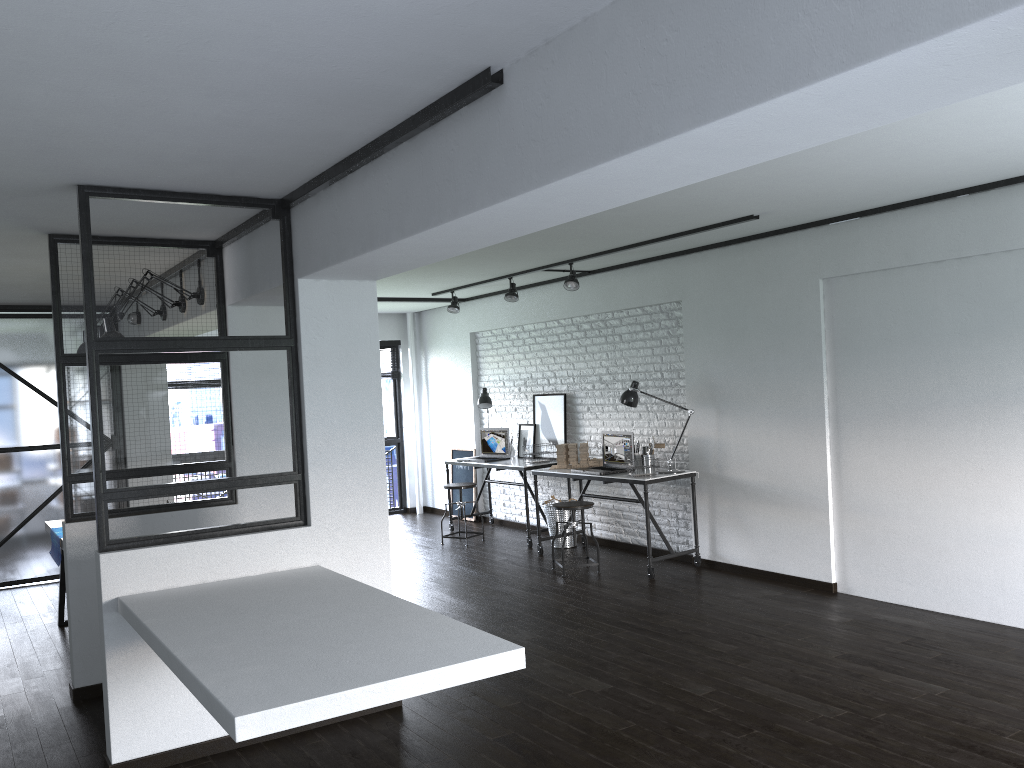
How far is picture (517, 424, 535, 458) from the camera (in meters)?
8.48

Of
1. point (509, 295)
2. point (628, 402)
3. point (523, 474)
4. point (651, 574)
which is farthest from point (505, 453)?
point (651, 574)

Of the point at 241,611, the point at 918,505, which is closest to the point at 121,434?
the point at 241,611

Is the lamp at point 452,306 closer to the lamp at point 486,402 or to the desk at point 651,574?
the lamp at point 486,402

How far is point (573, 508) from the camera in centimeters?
660cm

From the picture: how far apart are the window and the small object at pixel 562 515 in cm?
303

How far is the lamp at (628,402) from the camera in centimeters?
683cm

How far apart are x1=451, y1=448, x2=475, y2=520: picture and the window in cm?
92

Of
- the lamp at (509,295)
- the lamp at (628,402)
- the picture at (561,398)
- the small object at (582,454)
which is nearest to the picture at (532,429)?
the picture at (561,398)

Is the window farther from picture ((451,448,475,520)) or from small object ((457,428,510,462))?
small object ((457,428,510,462))
